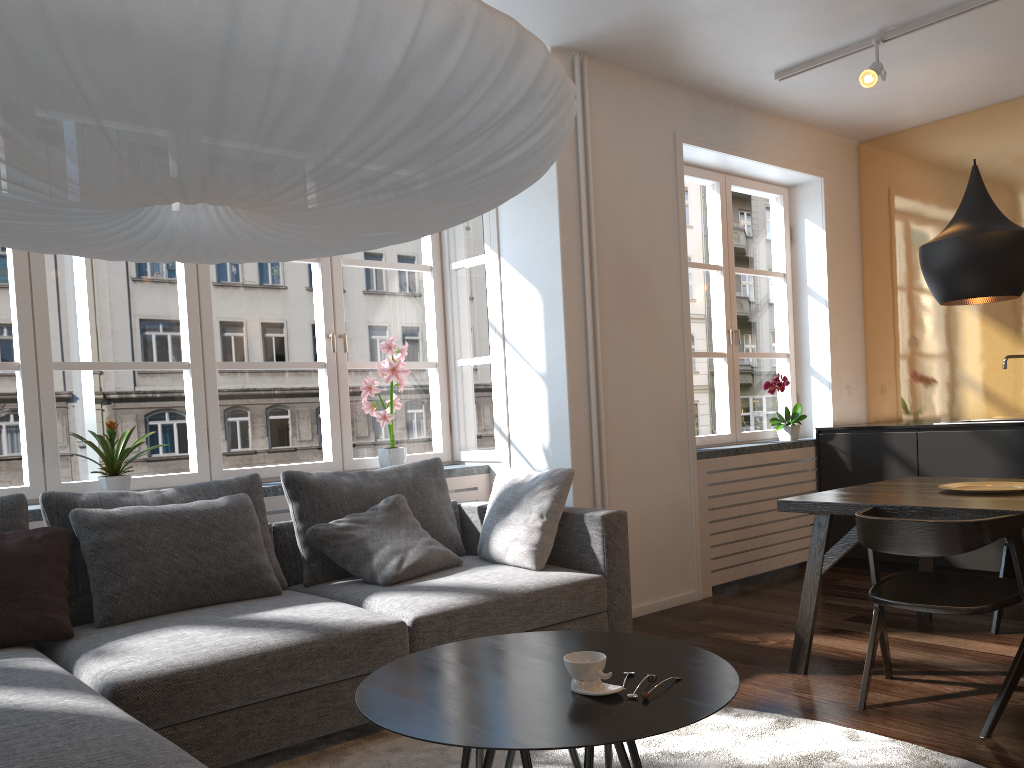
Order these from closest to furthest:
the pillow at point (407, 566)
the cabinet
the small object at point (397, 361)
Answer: the pillow at point (407, 566)
the small object at point (397, 361)
the cabinet

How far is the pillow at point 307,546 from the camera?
3.59m

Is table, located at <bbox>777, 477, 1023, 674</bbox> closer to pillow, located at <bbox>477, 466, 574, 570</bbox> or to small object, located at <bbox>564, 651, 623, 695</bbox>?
pillow, located at <bbox>477, 466, 574, 570</bbox>

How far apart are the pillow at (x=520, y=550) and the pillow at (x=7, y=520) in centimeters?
173cm

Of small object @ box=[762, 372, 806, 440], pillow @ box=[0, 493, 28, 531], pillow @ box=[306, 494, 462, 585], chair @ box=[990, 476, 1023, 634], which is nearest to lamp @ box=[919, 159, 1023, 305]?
chair @ box=[990, 476, 1023, 634]

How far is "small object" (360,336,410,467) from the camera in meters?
4.4 m

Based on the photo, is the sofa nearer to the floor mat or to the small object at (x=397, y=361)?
the floor mat

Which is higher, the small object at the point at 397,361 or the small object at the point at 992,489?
the small object at the point at 397,361

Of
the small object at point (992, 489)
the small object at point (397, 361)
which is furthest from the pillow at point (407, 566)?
the small object at point (992, 489)

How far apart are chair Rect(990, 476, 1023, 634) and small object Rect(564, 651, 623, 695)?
2.7m
